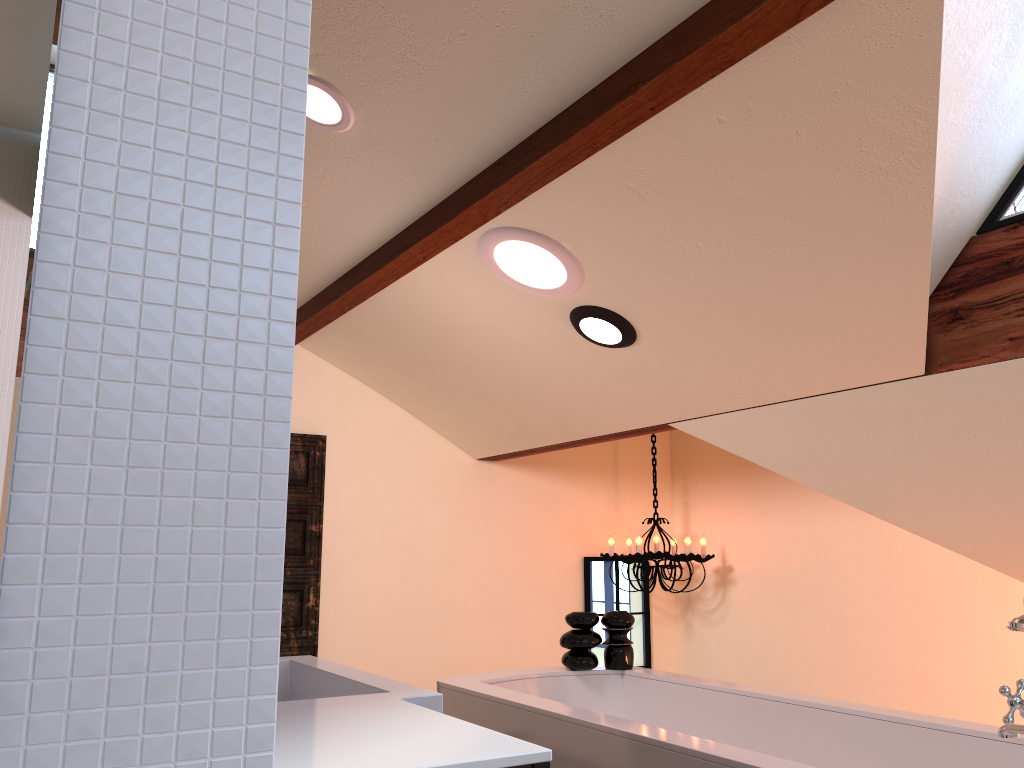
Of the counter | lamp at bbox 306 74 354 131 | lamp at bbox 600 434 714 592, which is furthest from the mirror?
lamp at bbox 600 434 714 592

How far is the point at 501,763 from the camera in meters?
0.9 m

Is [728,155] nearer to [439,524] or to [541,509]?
[439,524]

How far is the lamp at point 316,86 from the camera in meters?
2.4 m

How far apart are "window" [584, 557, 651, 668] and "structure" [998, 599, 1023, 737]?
3.2m

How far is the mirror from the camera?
0.5 meters

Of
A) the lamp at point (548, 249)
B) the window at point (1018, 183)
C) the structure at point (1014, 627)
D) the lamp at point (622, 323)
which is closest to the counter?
the structure at point (1014, 627)

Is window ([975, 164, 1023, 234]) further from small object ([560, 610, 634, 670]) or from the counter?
the counter

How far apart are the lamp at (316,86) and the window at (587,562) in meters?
3.0 m

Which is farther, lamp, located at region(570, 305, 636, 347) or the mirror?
lamp, located at region(570, 305, 636, 347)
